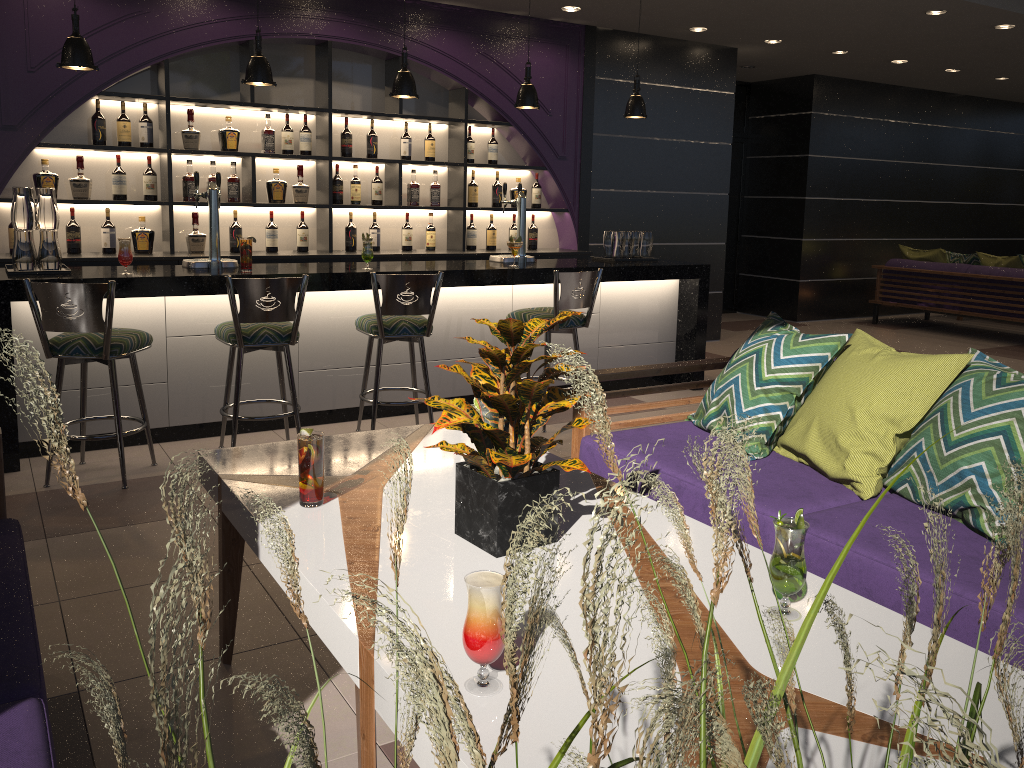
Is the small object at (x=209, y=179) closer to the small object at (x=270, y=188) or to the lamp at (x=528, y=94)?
the small object at (x=270, y=188)

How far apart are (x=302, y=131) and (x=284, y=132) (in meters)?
0.13

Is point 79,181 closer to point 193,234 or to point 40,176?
point 40,176

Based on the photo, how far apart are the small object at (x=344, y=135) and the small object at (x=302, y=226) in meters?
0.6

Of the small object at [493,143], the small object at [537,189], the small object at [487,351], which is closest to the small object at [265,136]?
the small object at [493,143]

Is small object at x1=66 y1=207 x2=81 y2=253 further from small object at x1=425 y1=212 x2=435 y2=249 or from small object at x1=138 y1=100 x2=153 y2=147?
small object at x1=425 y1=212 x2=435 y2=249

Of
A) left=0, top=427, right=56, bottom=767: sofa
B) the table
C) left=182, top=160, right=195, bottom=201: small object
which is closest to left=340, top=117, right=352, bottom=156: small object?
left=182, top=160, right=195, bottom=201: small object

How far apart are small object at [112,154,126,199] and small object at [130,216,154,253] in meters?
0.2

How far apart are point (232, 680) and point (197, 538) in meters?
3.4

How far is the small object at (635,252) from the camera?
6.5 meters
